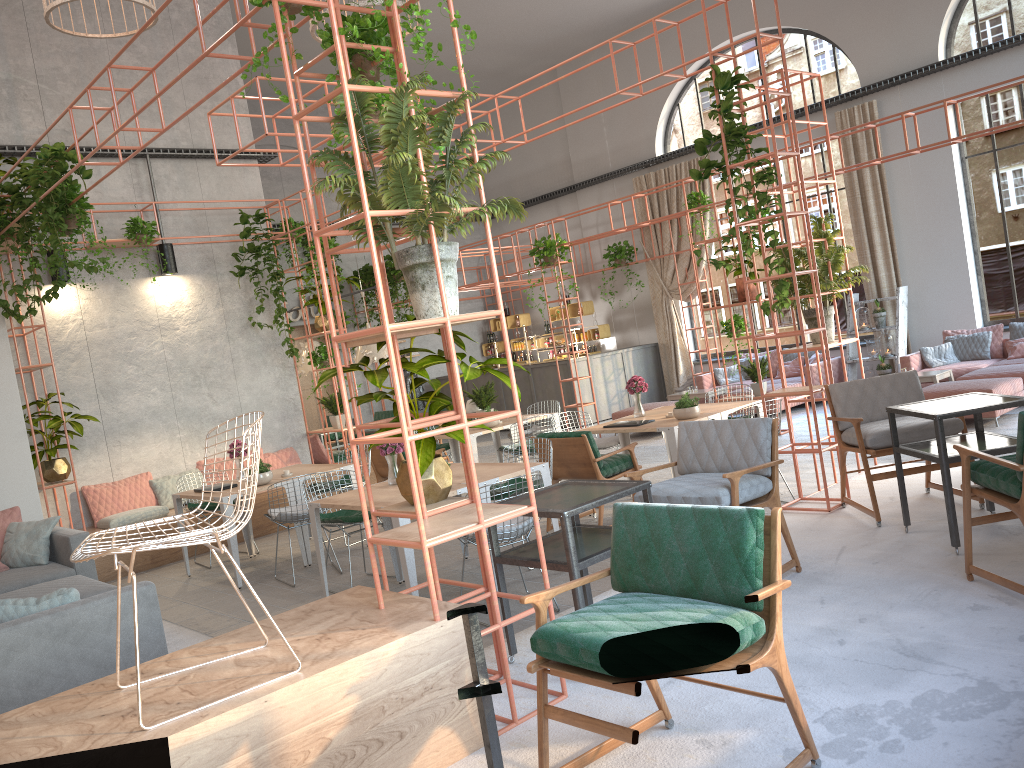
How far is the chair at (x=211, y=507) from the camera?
9.0 meters

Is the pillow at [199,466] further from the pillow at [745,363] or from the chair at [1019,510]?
the pillow at [745,363]

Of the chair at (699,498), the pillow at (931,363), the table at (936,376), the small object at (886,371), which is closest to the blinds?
the small object at (886,371)

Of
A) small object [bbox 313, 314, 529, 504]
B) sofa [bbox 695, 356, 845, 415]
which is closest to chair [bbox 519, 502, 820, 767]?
small object [bbox 313, 314, 529, 504]

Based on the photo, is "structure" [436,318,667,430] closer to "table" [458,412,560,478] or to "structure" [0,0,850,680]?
"table" [458,412,560,478]

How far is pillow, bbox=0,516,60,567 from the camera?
7.03m

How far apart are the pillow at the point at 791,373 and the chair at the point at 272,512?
9.0m

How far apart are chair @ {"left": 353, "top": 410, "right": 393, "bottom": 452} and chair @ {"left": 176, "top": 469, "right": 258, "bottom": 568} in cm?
601

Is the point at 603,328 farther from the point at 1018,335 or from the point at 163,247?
the point at 163,247

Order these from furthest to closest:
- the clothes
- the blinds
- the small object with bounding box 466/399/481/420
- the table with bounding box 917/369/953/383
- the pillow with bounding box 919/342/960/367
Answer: the clothes < the blinds < the pillow with bounding box 919/342/960/367 < the table with bounding box 917/369/953/383 < the small object with bounding box 466/399/481/420
